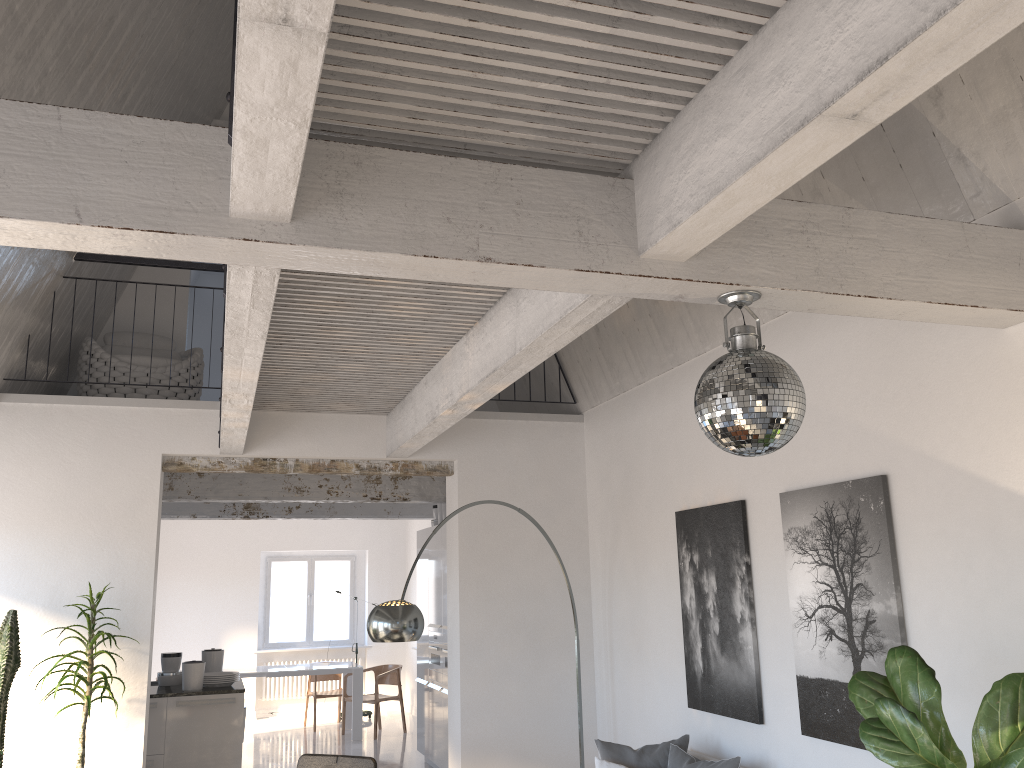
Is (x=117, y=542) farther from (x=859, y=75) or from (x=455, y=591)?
(x=859, y=75)

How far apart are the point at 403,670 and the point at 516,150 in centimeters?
1203cm

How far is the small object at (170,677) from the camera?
7.65m

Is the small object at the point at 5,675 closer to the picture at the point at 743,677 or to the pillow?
the pillow

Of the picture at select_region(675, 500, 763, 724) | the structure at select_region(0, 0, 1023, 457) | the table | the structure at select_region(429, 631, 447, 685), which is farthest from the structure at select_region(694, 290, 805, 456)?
the table

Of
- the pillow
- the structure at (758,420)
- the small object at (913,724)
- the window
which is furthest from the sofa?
the window

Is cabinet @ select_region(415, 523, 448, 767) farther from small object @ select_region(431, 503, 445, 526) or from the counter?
the counter

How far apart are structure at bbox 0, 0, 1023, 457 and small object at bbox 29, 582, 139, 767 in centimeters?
119cm

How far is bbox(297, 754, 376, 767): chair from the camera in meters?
5.0 m

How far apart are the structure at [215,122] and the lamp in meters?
5.4 m
